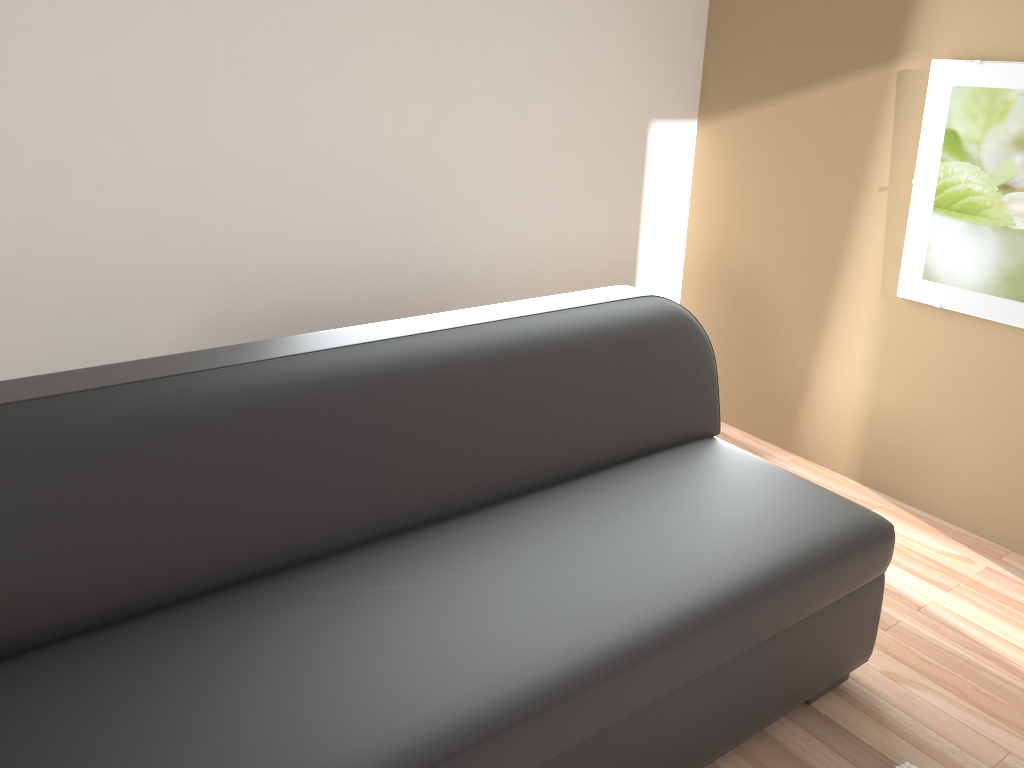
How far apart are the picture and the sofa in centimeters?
94cm

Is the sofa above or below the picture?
below

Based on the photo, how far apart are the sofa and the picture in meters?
0.9 m

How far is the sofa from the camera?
1.5m

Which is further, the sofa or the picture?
the picture

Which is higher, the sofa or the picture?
the picture

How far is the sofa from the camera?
1.5m

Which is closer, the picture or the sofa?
the sofa
